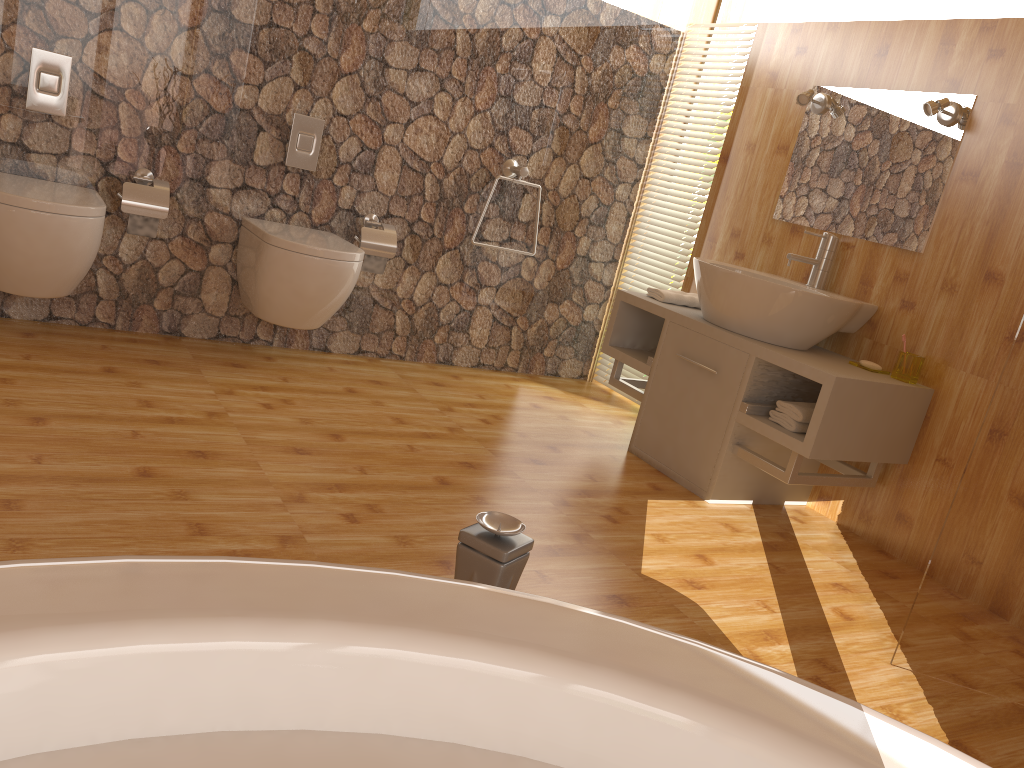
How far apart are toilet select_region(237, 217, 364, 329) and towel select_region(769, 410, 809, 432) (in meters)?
1.54

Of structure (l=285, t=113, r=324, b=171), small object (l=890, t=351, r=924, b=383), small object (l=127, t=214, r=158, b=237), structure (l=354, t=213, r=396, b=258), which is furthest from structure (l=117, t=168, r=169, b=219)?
small object (l=890, t=351, r=924, b=383)

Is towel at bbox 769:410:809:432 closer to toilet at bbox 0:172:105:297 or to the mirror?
the mirror

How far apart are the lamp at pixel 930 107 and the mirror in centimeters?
2cm

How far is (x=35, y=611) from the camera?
0.40m

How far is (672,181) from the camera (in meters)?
4.09

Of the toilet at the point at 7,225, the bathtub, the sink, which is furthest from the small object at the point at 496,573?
the toilet at the point at 7,225

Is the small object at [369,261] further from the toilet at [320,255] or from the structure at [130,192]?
the structure at [130,192]

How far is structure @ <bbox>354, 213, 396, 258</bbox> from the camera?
3.5m

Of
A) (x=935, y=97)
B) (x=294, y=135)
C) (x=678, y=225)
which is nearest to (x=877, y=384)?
(x=935, y=97)
